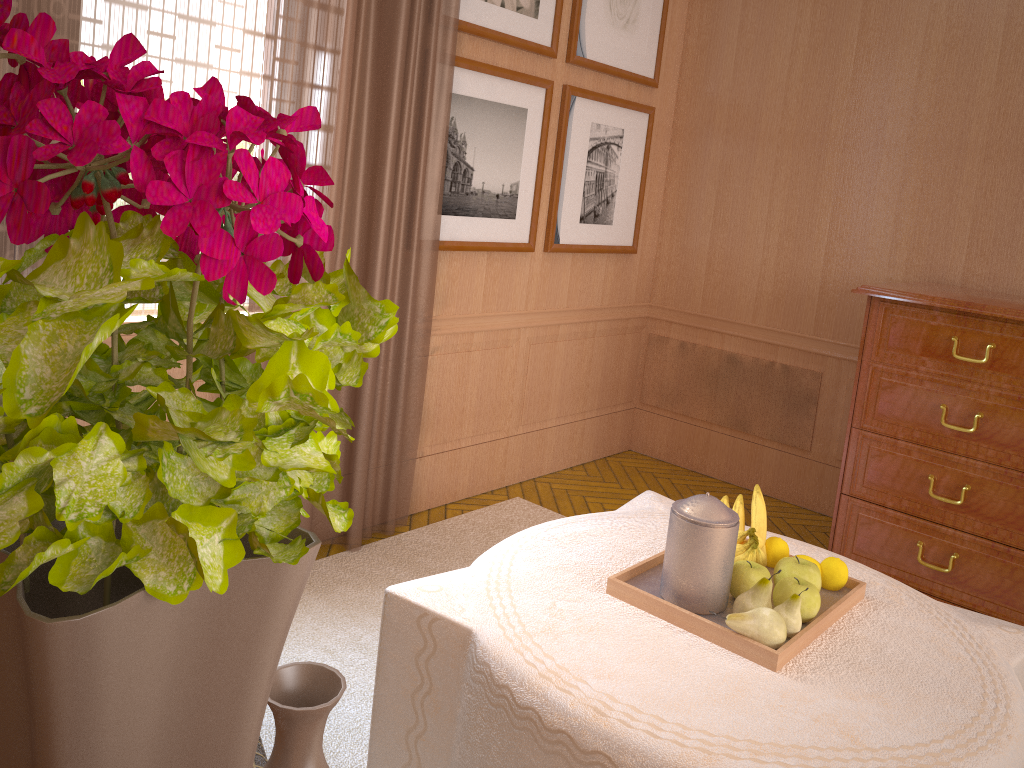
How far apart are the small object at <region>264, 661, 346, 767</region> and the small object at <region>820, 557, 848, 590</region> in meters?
2.8

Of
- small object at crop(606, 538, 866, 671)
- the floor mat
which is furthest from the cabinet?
small object at crop(606, 538, 866, 671)

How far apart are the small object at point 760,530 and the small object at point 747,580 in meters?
0.2

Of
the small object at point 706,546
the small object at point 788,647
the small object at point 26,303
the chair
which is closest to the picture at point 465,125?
the small object at point 788,647

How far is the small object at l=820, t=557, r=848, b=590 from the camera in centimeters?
338cm

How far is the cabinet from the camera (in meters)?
4.96

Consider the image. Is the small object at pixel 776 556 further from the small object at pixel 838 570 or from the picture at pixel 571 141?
the picture at pixel 571 141

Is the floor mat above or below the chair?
below

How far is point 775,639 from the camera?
2.9m

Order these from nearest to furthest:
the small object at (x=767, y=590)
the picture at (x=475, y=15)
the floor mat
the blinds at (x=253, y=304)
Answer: the small object at (x=767, y=590), the floor mat, the blinds at (x=253, y=304), the picture at (x=475, y=15)
